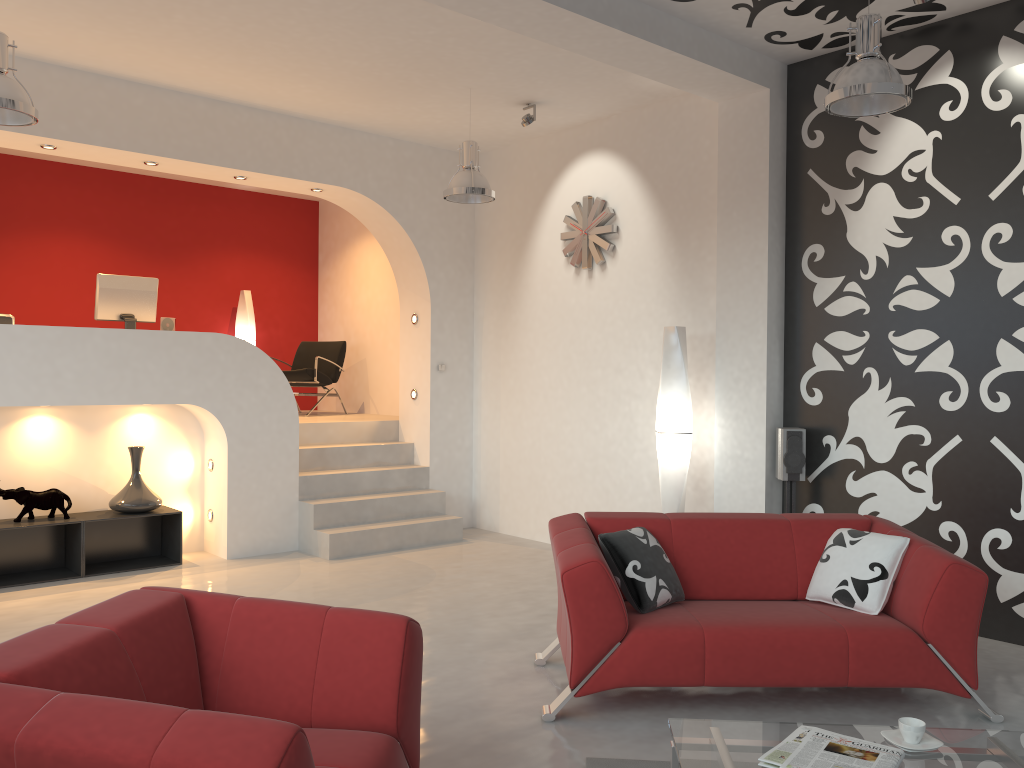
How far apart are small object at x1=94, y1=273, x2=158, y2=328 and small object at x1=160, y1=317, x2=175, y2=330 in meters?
0.1

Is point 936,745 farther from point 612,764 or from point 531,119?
point 531,119

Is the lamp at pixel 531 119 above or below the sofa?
above

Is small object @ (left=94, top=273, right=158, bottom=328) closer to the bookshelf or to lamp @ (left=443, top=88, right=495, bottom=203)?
the bookshelf

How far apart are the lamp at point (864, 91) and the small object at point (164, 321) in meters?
5.3

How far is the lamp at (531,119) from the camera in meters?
6.7

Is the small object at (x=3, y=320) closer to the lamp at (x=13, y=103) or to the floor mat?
the lamp at (x=13, y=103)

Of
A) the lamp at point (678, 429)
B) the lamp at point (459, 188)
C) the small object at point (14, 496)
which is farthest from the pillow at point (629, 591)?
the small object at point (14, 496)

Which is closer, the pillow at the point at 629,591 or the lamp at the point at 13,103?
the pillow at the point at 629,591

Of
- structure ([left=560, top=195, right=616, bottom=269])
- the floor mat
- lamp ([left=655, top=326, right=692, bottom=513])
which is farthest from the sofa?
structure ([left=560, top=195, right=616, bottom=269])
